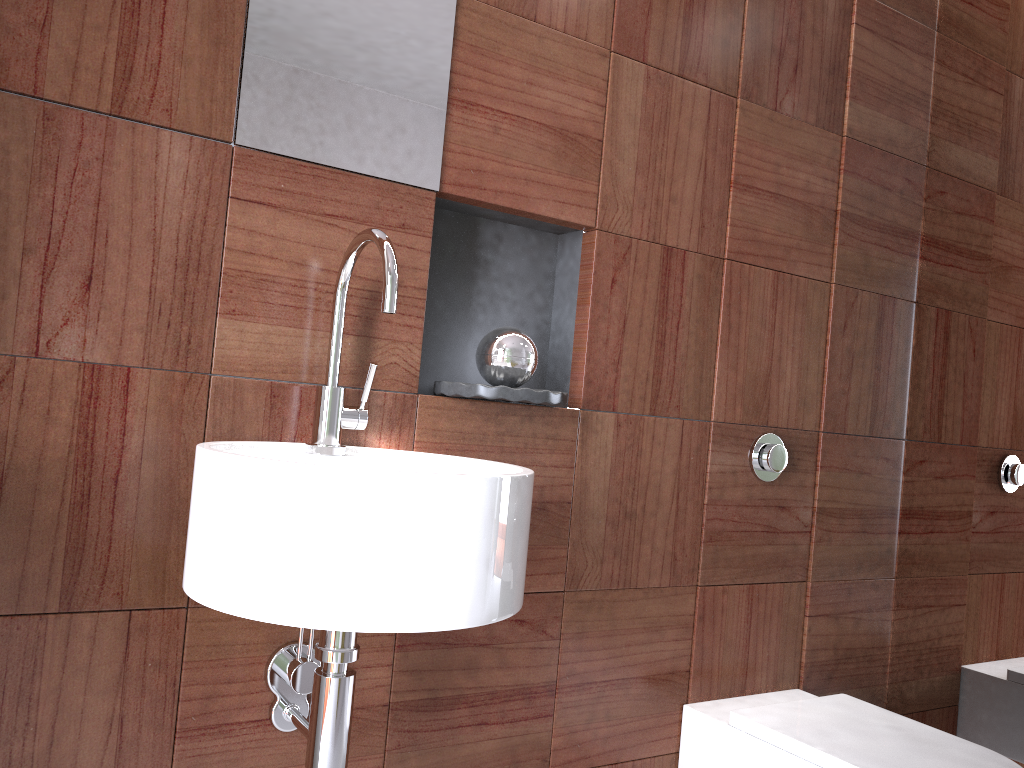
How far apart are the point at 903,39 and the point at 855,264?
0.5m

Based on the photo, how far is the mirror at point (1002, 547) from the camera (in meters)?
1.83

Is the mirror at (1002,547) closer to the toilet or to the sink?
the toilet

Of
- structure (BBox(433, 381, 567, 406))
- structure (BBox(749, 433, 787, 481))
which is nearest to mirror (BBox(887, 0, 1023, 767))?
structure (BBox(749, 433, 787, 481))

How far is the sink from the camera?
0.91m

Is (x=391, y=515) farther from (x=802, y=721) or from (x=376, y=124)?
(x=802, y=721)

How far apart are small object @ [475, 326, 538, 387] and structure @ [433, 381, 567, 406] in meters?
0.1

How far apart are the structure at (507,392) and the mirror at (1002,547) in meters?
1.0

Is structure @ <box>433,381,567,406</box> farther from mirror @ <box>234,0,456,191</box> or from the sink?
mirror @ <box>234,0,456,191</box>

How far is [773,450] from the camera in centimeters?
176cm
